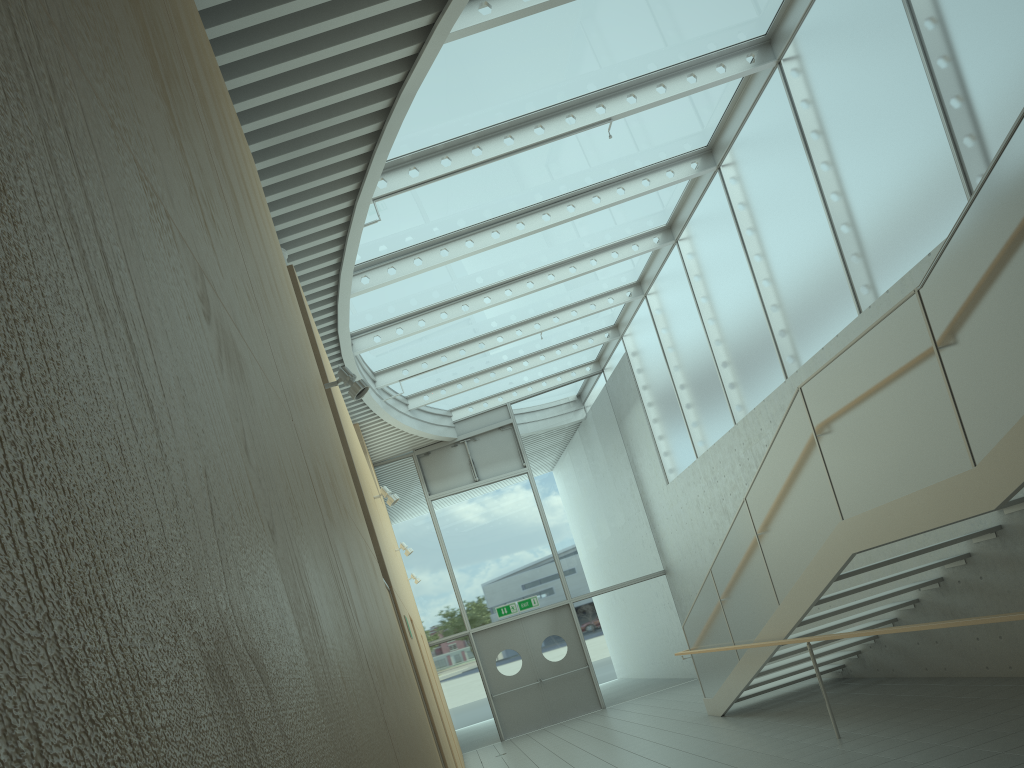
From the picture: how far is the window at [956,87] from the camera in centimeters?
653cm

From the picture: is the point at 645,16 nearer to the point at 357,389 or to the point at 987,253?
the point at 987,253

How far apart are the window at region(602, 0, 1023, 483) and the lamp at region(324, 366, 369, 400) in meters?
4.9 m

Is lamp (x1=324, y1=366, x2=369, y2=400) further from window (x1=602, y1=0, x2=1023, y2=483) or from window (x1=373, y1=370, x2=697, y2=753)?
window (x1=373, y1=370, x2=697, y2=753)

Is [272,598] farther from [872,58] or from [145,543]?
[872,58]

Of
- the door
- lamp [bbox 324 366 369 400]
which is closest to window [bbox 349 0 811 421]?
lamp [bbox 324 366 369 400]

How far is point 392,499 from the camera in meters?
7.6

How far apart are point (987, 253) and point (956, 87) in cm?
295

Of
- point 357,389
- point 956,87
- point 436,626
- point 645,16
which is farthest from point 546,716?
point 956,87

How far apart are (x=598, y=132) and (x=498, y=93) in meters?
1.7
